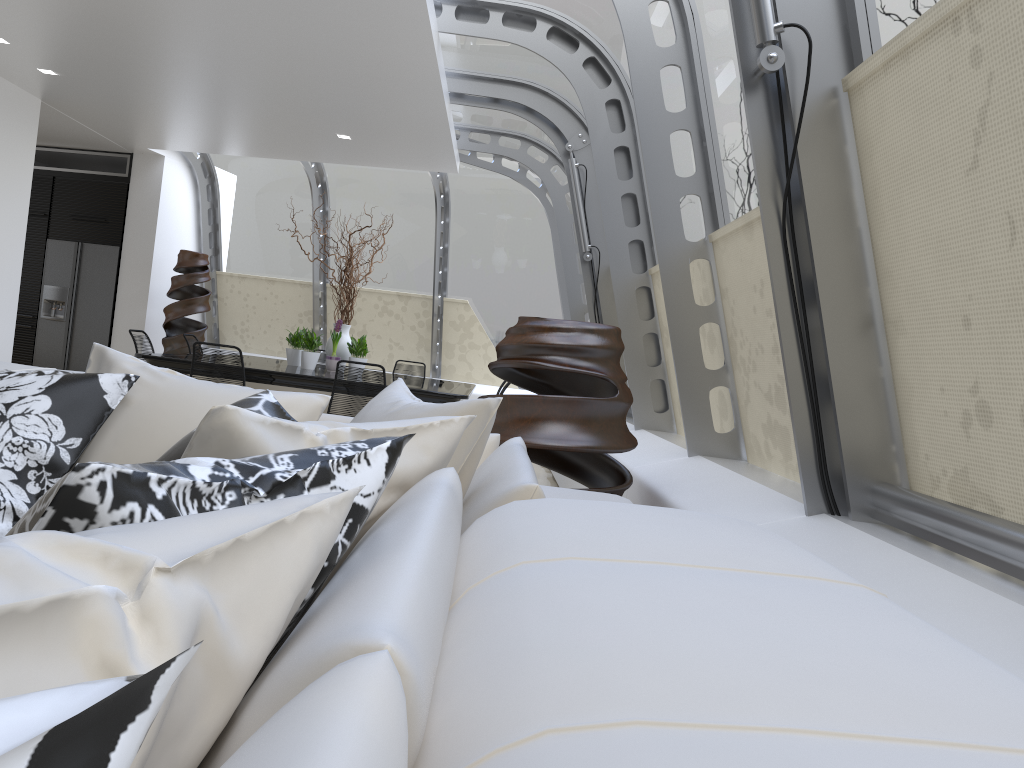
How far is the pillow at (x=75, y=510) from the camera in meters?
0.7

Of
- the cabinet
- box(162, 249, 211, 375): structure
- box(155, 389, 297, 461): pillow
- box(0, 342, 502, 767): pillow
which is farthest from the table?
box(155, 389, 297, 461): pillow

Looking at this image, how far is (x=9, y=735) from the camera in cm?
29

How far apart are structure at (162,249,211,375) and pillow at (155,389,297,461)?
8.37m

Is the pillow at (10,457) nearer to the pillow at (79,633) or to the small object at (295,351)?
the pillow at (79,633)

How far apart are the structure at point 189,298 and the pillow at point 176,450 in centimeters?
837cm

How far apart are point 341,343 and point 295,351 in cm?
44

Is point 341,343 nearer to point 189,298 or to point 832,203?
point 189,298

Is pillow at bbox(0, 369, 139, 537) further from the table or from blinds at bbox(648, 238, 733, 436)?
the table

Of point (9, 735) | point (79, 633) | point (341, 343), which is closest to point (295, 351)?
point (341, 343)
